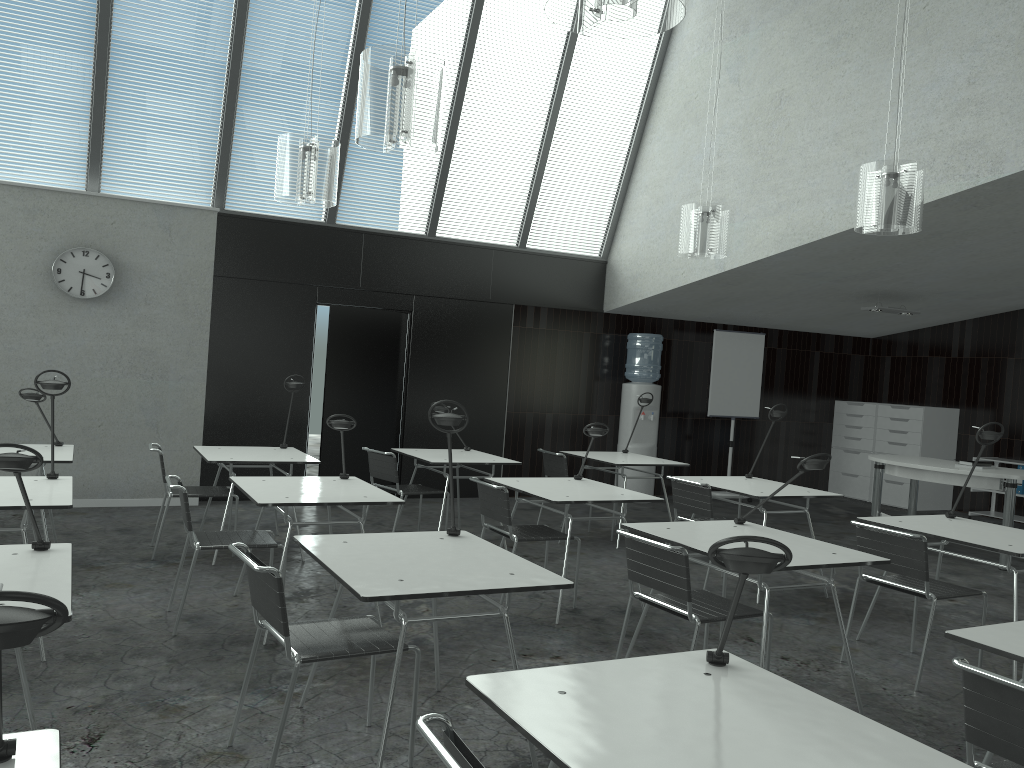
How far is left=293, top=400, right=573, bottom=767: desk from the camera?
2.7 meters

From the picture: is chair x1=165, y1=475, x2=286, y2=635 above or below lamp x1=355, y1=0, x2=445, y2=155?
below

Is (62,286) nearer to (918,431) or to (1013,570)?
(1013,570)

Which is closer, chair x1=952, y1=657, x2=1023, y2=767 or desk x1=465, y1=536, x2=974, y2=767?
desk x1=465, y1=536, x2=974, y2=767

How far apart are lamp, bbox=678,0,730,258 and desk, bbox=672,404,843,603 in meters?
1.3 m

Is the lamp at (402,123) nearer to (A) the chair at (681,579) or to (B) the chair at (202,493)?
(A) the chair at (681,579)

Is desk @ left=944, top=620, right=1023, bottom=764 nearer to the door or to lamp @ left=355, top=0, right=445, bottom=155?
lamp @ left=355, top=0, right=445, bottom=155

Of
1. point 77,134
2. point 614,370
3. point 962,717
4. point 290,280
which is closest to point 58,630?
point 962,717

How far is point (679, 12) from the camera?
2.3 meters

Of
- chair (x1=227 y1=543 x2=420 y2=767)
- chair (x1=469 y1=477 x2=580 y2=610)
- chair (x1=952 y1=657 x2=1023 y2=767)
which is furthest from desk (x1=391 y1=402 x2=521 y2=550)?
chair (x1=952 y1=657 x2=1023 y2=767)
